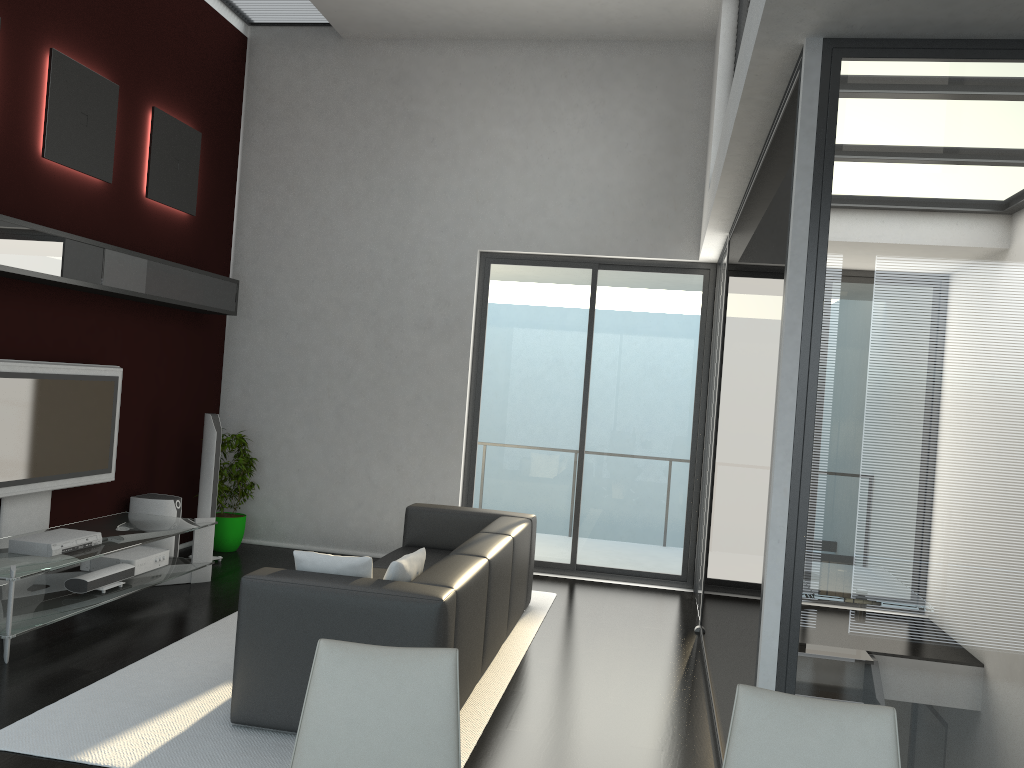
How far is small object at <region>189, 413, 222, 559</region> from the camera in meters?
7.0

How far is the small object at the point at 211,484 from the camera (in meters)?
6.95

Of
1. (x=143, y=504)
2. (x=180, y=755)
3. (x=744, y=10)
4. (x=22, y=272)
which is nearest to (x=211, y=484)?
(x=143, y=504)

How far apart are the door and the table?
2.21m

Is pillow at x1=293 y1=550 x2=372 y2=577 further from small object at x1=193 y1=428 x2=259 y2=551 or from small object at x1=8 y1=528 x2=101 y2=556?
small object at x1=193 y1=428 x2=259 y2=551

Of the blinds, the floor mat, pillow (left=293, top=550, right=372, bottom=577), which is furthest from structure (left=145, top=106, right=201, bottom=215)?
the blinds

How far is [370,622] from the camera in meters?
3.7 m

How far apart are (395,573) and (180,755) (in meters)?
1.10

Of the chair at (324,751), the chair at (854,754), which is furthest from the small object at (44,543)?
the chair at (854,754)

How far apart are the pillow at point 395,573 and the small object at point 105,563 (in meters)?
2.57
